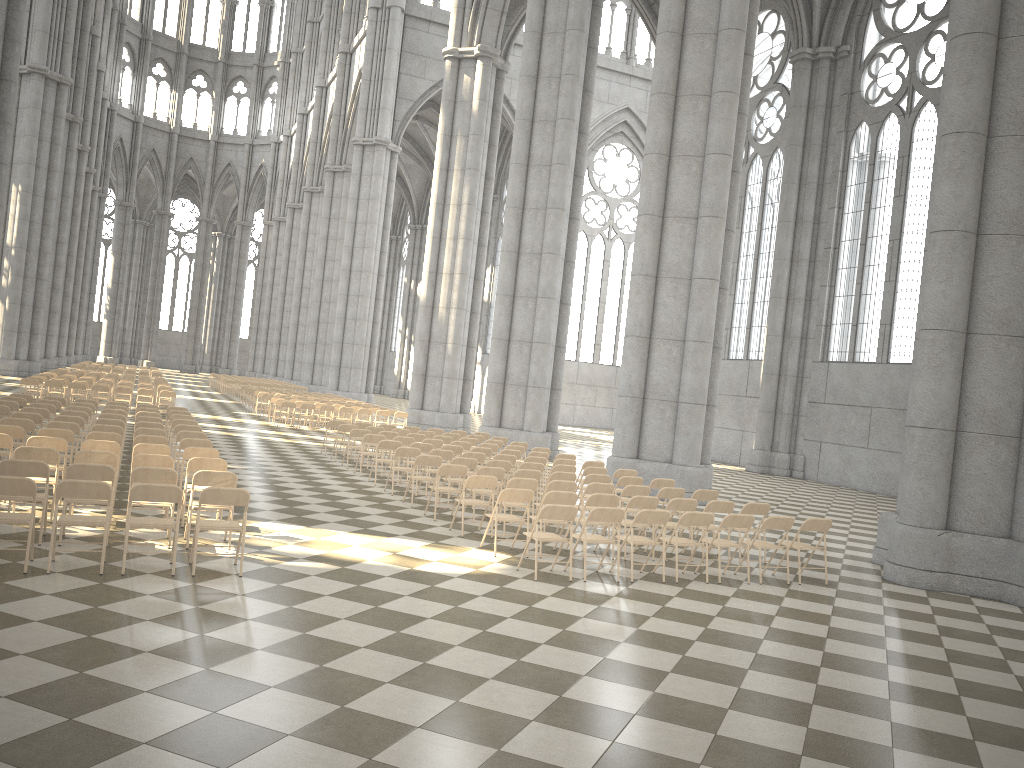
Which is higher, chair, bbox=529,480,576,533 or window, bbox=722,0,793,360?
window, bbox=722,0,793,360

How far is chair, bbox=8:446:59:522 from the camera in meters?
9.5

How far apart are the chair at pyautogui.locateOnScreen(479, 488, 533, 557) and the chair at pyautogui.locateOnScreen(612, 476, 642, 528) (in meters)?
3.38

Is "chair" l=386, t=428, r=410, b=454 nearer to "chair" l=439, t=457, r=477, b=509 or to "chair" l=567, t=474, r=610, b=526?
"chair" l=439, t=457, r=477, b=509

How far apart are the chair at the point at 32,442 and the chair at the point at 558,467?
7.2m

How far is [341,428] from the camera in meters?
18.9 m

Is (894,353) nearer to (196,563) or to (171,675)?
(196,563)

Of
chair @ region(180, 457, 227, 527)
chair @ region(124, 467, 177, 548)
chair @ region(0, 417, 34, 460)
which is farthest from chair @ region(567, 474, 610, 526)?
chair @ region(0, 417, 34, 460)

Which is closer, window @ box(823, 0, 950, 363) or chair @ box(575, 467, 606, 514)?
chair @ box(575, 467, 606, 514)

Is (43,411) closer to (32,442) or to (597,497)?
(32,442)
